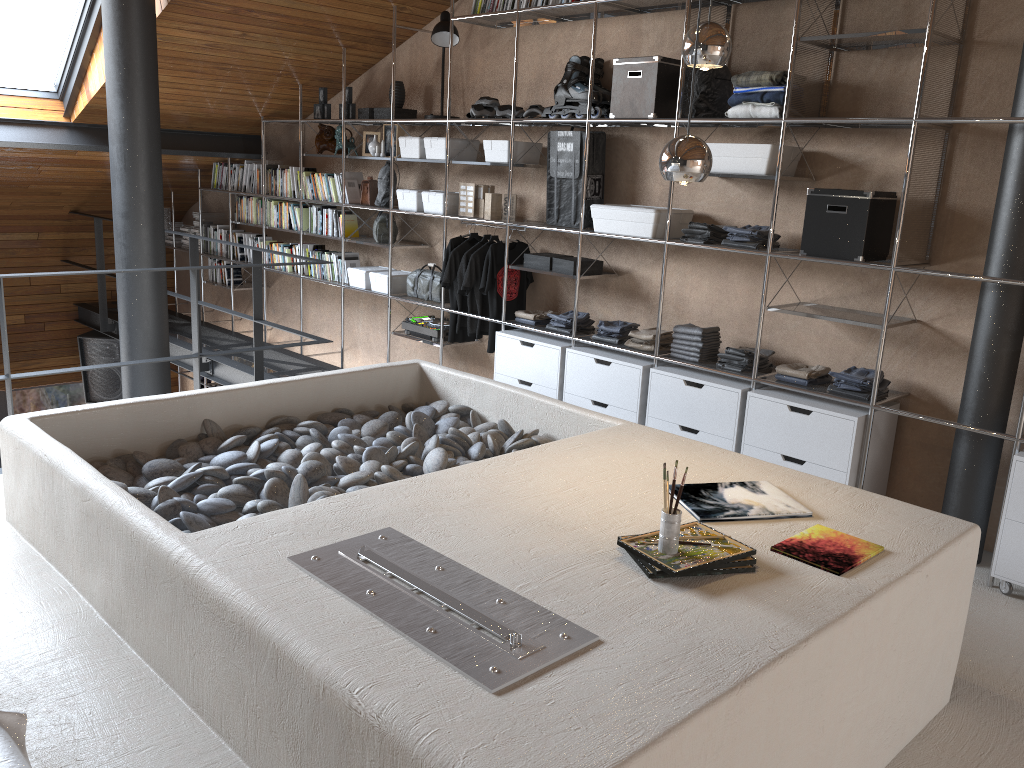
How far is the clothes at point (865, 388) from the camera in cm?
381

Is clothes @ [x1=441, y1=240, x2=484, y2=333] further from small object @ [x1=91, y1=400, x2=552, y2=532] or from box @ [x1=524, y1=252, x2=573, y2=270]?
small object @ [x1=91, y1=400, x2=552, y2=532]

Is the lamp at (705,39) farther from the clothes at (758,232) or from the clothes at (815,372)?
the clothes at (815,372)

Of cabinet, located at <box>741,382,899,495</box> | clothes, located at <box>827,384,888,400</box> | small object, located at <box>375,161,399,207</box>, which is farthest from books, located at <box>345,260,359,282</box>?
clothes, located at <box>827,384,888,400</box>

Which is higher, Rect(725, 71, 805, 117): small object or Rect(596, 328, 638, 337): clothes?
Rect(725, 71, 805, 117): small object

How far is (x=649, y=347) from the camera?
4.58m

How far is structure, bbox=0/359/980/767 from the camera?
1.6 meters

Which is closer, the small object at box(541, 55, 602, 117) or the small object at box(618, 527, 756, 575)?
the small object at box(618, 527, 756, 575)

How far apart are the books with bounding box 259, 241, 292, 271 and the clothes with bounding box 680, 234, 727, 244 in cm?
374

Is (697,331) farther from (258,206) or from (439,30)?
(258,206)
